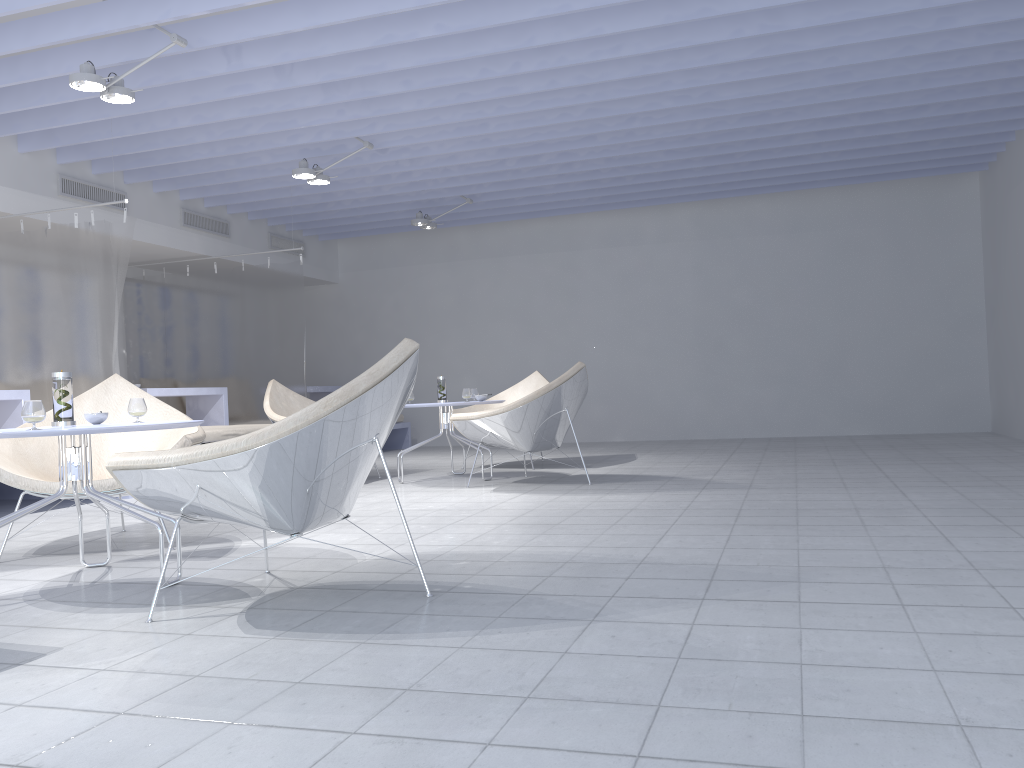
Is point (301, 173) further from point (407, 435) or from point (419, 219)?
point (407, 435)

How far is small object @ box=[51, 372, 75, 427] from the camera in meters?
3.0 m

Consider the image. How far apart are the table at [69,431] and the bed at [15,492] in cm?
351

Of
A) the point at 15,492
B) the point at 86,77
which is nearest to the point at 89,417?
the point at 86,77

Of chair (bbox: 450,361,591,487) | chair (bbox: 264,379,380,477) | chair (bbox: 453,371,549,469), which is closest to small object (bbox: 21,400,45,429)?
chair (bbox: 450,361,591,487)

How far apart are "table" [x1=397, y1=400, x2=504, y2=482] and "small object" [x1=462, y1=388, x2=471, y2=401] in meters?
0.3

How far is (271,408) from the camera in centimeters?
609cm

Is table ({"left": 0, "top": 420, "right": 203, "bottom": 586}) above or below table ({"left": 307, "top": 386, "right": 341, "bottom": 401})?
below

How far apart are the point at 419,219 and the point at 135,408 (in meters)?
5.46

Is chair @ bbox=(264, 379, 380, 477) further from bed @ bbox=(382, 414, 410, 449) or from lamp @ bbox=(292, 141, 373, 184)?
bed @ bbox=(382, 414, 410, 449)
